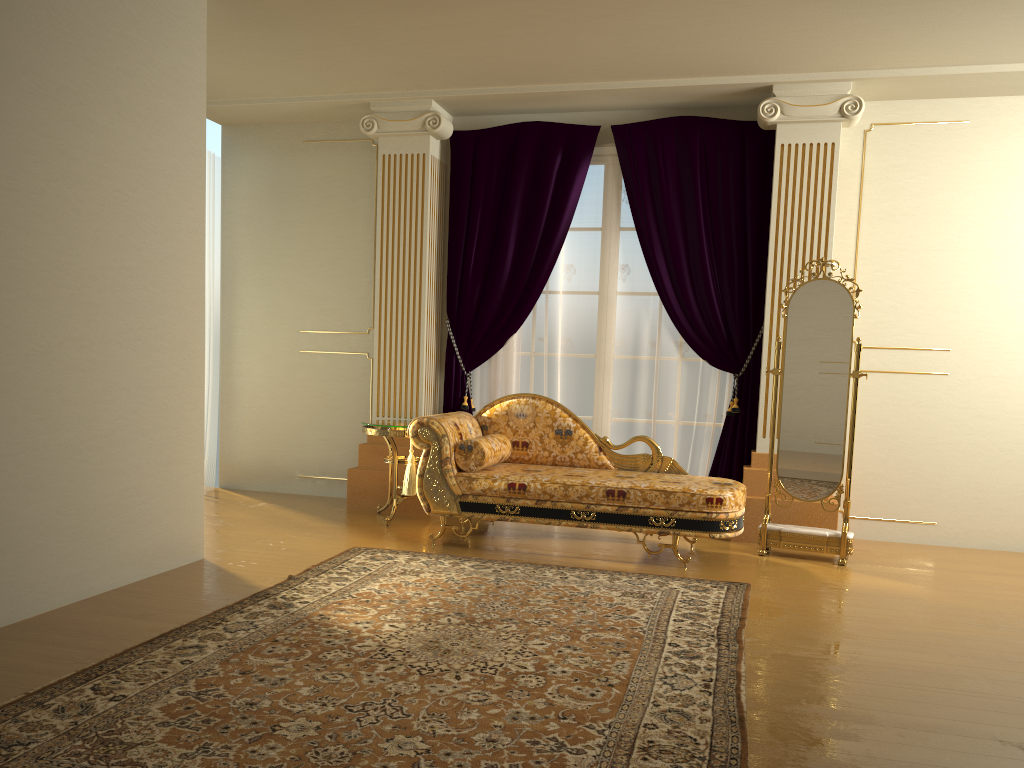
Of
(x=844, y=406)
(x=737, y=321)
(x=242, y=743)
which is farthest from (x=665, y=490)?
(x=242, y=743)

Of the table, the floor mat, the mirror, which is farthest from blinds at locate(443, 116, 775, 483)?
the floor mat

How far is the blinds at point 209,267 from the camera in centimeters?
653cm

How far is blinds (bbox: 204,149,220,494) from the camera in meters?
6.5

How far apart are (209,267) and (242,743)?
4.8 meters

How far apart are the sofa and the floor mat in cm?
31

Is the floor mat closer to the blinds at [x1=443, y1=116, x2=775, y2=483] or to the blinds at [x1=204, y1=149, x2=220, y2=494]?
the blinds at [x1=443, y1=116, x2=775, y2=483]

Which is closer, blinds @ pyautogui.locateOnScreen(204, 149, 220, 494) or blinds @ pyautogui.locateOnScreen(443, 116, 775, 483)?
blinds @ pyautogui.locateOnScreen(443, 116, 775, 483)

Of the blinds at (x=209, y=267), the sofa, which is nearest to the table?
the sofa

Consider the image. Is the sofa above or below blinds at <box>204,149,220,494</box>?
below
